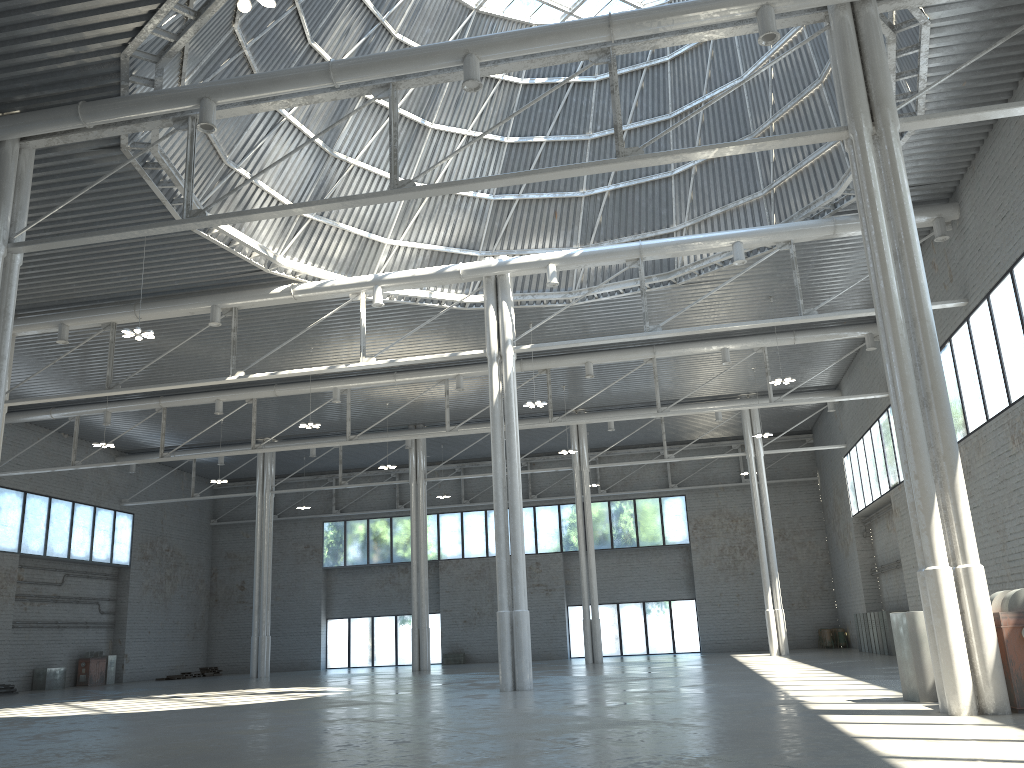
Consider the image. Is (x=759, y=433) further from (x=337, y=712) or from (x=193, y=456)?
(x=337, y=712)
